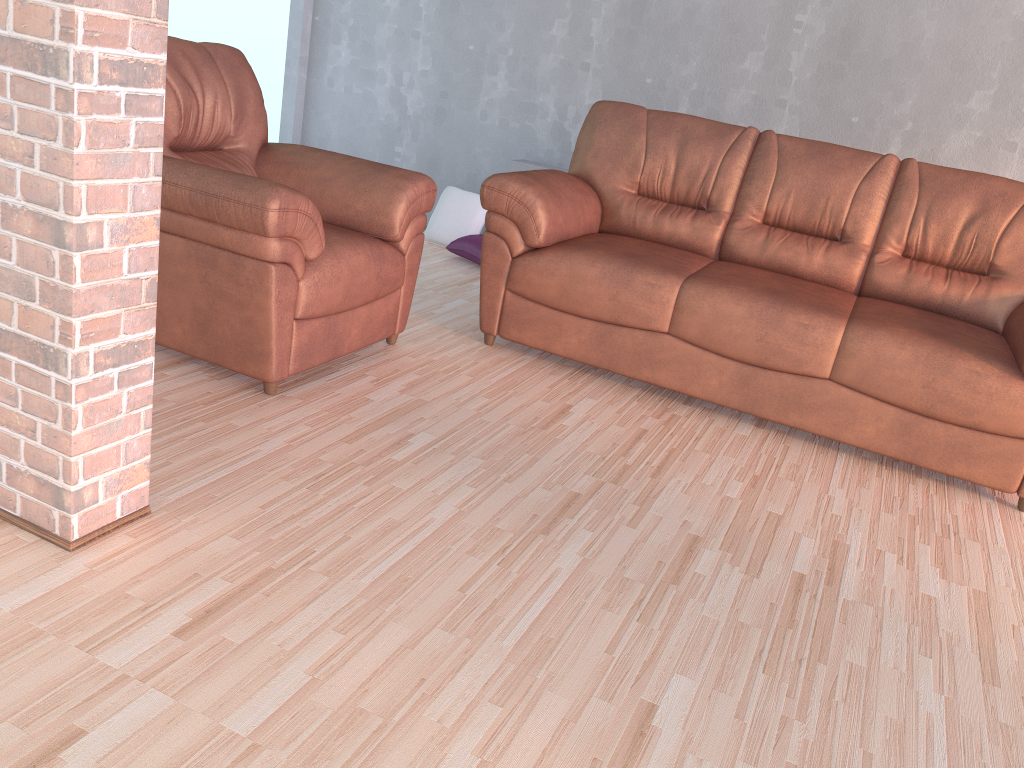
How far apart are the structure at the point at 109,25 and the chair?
0.65m

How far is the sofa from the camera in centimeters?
285cm

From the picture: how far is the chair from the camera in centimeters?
242cm

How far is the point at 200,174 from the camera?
2.4 meters

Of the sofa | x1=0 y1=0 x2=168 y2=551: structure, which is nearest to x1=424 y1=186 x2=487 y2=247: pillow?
the sofa

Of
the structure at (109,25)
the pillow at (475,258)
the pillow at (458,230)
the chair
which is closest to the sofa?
the chair

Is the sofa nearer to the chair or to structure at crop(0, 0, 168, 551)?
the chair

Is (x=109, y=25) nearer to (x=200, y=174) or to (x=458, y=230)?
(x=200, y=174)

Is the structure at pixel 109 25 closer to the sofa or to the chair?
the chair

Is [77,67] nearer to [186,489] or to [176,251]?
[186,489]
